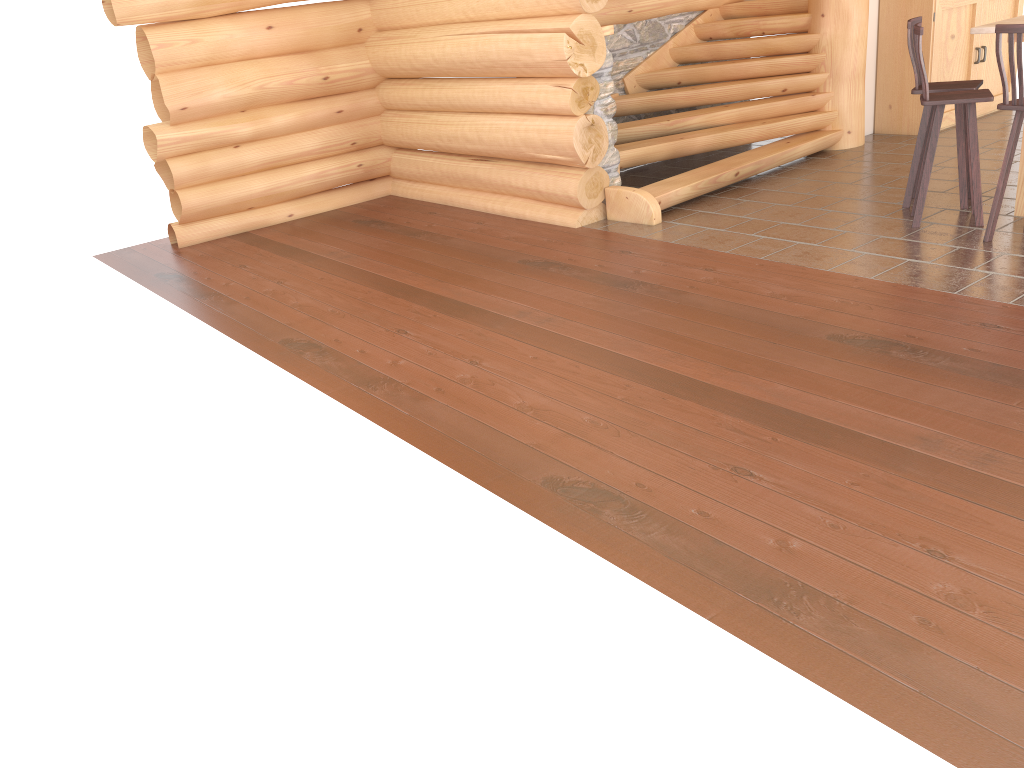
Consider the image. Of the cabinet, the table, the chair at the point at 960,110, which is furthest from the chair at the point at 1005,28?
the cabinet

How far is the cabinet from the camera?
8.7m

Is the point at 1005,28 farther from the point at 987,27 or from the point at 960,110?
the point at 960,110

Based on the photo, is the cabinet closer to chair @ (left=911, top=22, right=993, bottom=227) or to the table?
the table

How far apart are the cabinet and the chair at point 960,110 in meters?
2.6

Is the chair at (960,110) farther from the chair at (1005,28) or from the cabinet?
the cabinet

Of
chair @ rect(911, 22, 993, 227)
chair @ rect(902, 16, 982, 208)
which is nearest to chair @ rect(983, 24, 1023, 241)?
chair @ rect(911, 22, 993, 227)

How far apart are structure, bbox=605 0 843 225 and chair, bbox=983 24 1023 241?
2.39m

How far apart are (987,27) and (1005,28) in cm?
68

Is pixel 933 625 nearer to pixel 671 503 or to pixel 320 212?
pixel 671 503
